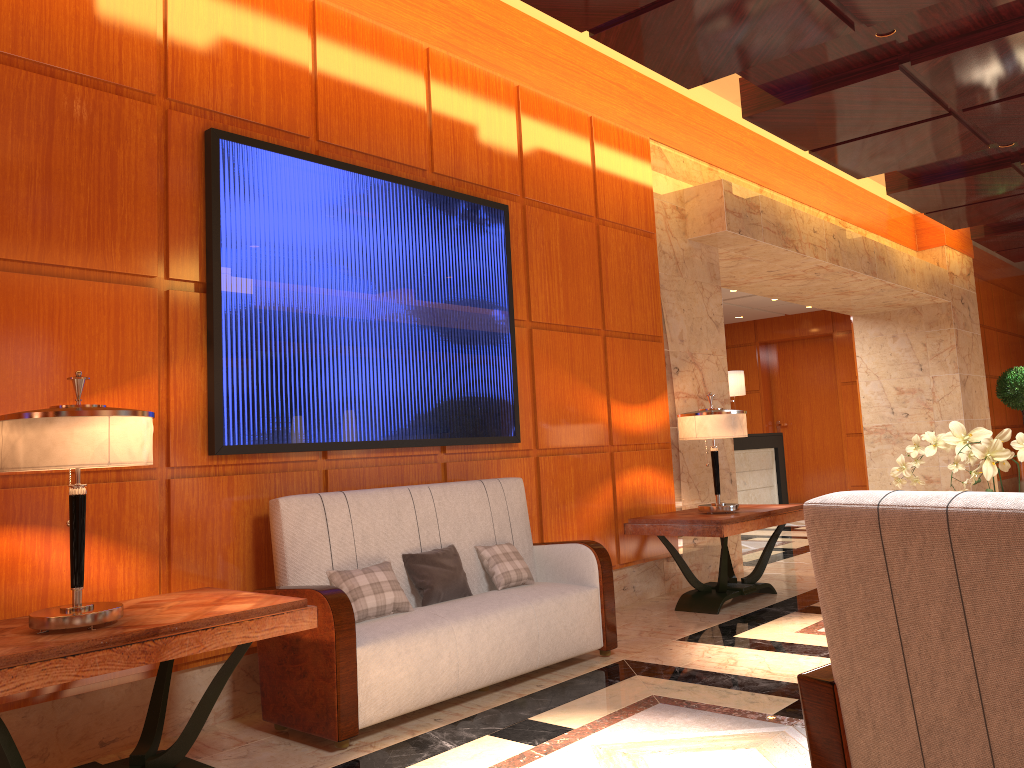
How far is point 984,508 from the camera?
1.54m

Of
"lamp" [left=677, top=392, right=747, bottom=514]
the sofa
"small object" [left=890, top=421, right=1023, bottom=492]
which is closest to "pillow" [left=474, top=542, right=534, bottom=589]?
the sofa

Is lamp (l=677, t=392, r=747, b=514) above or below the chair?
above

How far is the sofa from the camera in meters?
3.4 m

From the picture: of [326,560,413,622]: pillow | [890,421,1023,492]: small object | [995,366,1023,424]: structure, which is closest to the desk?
[995,366,1023,424]: structure

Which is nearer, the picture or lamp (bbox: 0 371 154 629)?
lamp (bbox: 0 371 154 629)

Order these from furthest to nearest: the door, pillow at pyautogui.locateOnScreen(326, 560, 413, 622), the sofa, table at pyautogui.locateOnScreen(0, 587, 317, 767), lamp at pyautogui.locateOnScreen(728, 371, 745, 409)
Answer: the door
lamp at pyautogui.locateOnScreen(728, 371, 745, 409)
pillow at pyautogui.locateOnScreen(326, 560, 413, 622)
the sofa
table at pyautogui.locateOnScreen(0, 587, 317, 767)

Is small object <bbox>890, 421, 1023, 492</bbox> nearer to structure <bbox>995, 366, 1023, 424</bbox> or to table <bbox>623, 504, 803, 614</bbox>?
table <bbox>623, 504, 803, 614</bbox>

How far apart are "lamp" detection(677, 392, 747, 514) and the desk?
5.0m

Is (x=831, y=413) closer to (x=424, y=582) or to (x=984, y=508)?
(x=424, y=582)
